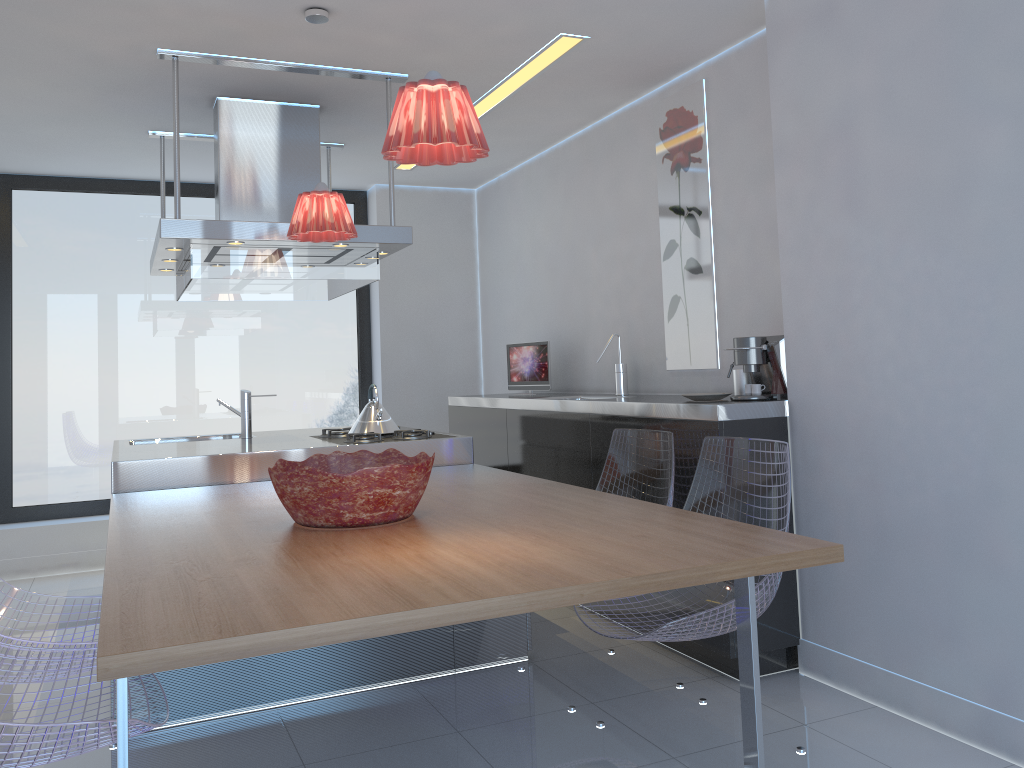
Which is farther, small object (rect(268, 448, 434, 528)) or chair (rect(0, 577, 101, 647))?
chair (rect(0, 577, 101, 647))

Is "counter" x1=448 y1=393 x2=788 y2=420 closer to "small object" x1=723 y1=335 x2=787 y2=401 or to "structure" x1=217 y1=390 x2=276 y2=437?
"small object" x1=723 y1=335 x2=787 y2=401

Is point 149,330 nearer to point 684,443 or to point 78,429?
point 78,429

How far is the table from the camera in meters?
1.5 m

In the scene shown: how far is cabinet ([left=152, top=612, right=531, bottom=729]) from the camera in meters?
3.0

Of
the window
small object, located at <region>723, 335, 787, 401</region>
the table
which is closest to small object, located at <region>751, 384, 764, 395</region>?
small object, located at <region>723, 335, 787, 401</region>

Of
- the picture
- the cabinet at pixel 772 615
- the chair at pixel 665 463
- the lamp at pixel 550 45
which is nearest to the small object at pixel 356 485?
the chair at pixel 665 463

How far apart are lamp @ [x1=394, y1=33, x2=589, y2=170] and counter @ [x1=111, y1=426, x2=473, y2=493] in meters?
1.7 m

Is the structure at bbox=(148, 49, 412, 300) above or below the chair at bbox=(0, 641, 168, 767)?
above

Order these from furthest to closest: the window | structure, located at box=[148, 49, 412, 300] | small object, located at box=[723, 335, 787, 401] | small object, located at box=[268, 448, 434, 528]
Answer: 1. the window
2. structure, located at box=[148, 49, 412, 300]
3. small object, located at box=[723, 335, 787, 401]
4. small object, located at box=[268, 448, 434, 528]
